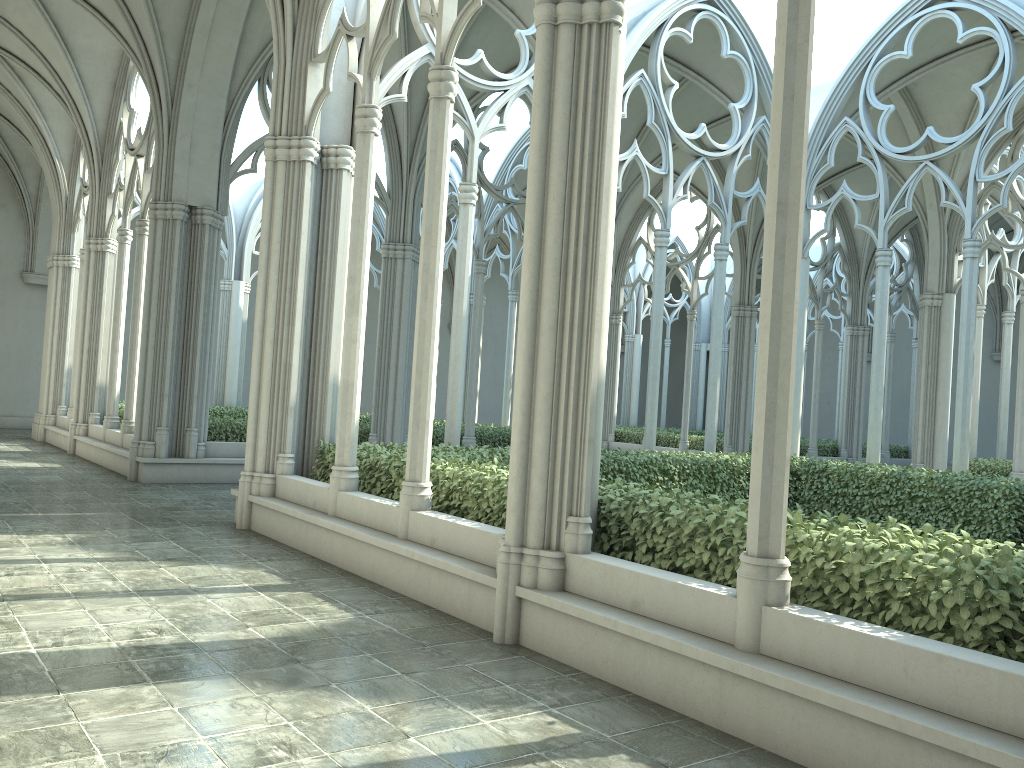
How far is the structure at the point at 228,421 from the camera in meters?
14.0

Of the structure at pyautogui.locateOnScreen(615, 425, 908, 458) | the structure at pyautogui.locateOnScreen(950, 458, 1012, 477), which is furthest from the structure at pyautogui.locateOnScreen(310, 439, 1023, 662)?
the structure at pyautogui.locateOnScreen(615, 425, 908, 458)

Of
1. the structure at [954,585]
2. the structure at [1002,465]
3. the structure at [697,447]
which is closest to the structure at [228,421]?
the structure at [954,585]

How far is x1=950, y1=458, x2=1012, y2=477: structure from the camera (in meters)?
16.26

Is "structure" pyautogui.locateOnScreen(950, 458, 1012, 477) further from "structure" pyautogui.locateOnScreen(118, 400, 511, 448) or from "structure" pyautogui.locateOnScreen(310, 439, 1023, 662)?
"structure" pyautogui.locateOnScreen(118, 400, 511, 448)

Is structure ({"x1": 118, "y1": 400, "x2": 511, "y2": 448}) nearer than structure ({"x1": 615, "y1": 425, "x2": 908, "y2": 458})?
Yes

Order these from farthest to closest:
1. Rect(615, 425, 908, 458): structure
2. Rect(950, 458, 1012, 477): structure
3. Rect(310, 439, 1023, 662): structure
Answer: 1. Rect(615, 425, 908, 458): structure
2. Rect(950, 458, 1012, 477): structure
3. Rect(310, 439, 1023, 662): structure

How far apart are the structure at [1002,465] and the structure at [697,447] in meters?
5.7 m

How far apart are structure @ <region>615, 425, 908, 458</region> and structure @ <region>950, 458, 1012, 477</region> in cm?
567

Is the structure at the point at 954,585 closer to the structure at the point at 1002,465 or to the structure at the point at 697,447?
the structure at the point at 1002,465
